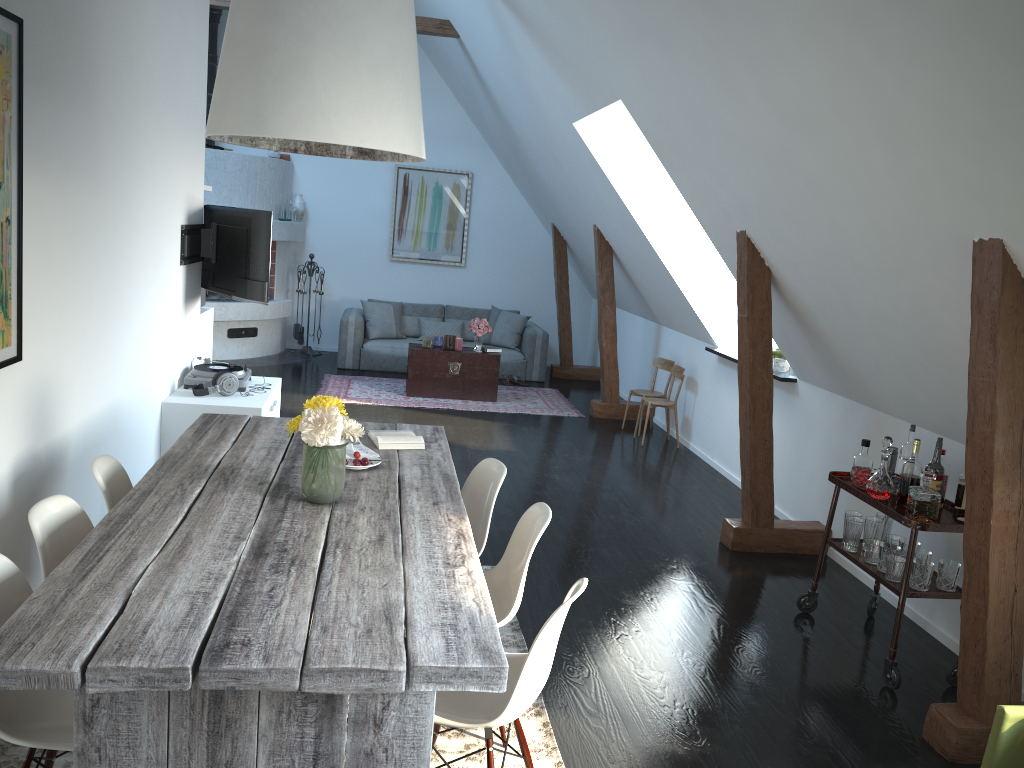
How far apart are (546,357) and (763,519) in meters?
5.4 m

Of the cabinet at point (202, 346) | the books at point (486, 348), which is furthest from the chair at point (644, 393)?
the cabinet at point (202, 346)

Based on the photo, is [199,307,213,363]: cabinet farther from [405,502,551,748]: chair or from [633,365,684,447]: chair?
[405,502,551,748]: chair

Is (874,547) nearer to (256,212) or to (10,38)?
(10,38)

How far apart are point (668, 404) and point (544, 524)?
4.9 meters

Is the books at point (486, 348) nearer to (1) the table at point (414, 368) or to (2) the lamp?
(1) the table at point (414, 368)

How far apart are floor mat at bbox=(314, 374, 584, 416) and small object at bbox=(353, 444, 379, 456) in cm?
483

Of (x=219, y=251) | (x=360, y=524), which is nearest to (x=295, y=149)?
(x=360, y=524)

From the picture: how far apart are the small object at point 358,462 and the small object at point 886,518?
2.5 meters

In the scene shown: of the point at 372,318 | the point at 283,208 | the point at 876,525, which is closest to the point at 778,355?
the point at 876,525
